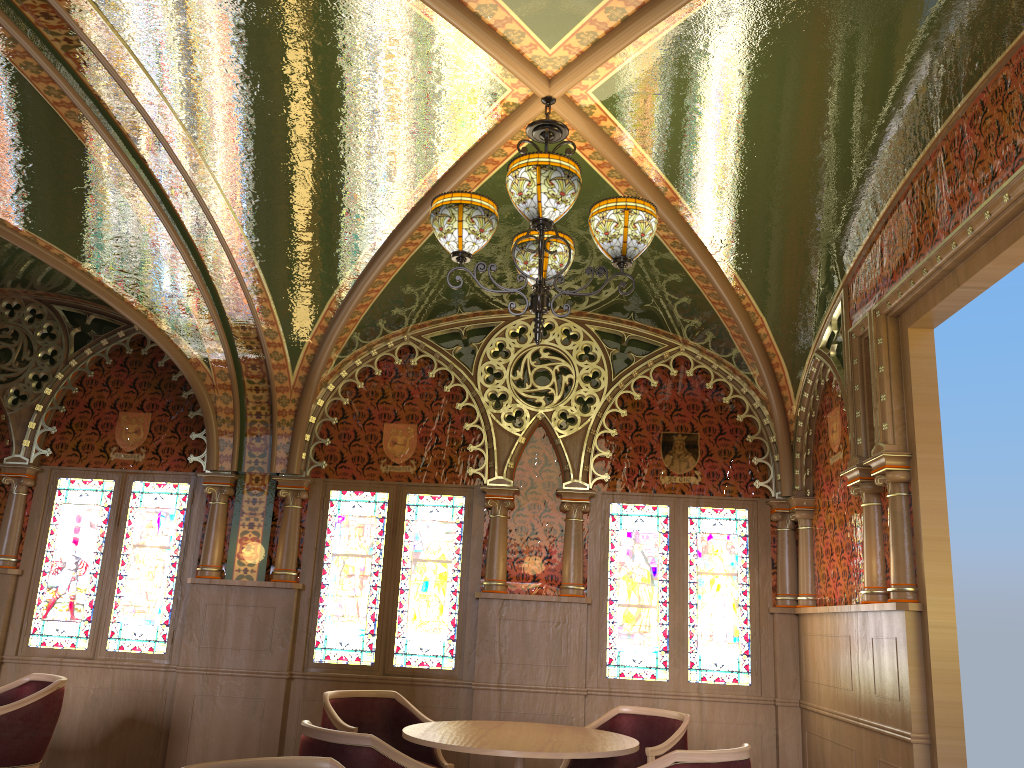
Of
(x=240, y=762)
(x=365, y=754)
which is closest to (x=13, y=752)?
(x=365, y=754)

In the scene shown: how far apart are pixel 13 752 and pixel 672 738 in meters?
3.5

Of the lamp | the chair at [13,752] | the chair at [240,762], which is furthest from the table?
the chair at [13,752]

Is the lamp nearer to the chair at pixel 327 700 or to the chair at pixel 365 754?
the chair at pixel 365 754

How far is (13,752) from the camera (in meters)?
4.79

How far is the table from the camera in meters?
3.8

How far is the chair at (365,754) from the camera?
3.41m

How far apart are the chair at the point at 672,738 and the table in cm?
22

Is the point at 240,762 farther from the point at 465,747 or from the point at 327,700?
the point at 327,700

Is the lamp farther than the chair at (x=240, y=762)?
Yes
